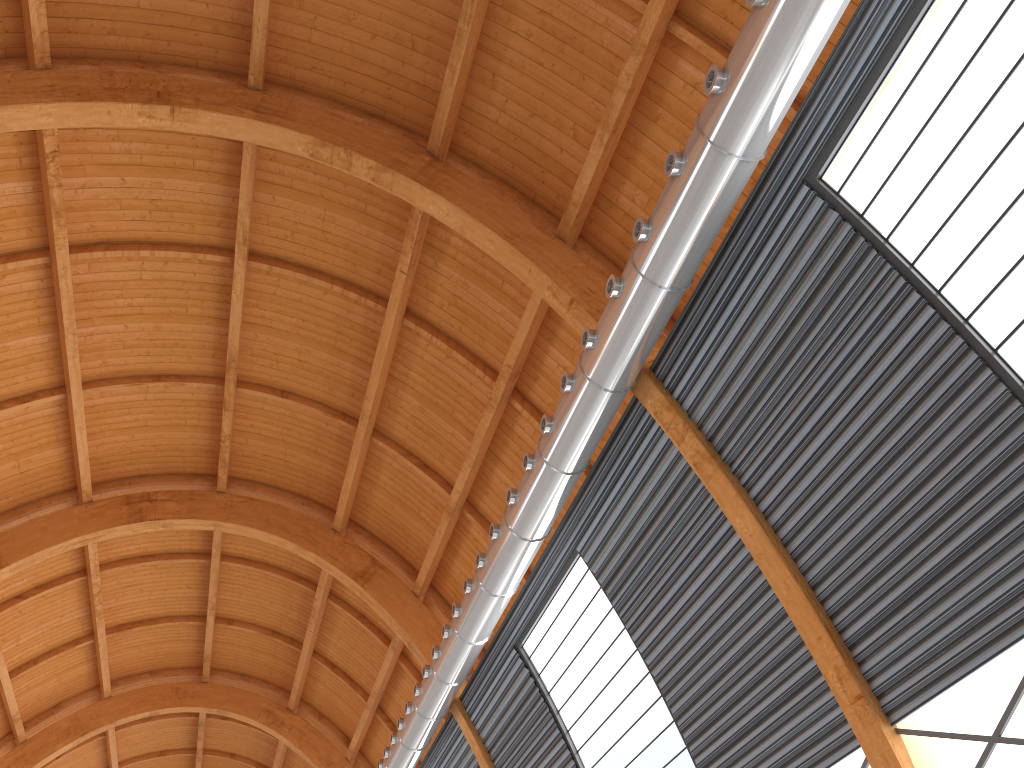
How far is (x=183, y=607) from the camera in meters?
40.4 m
